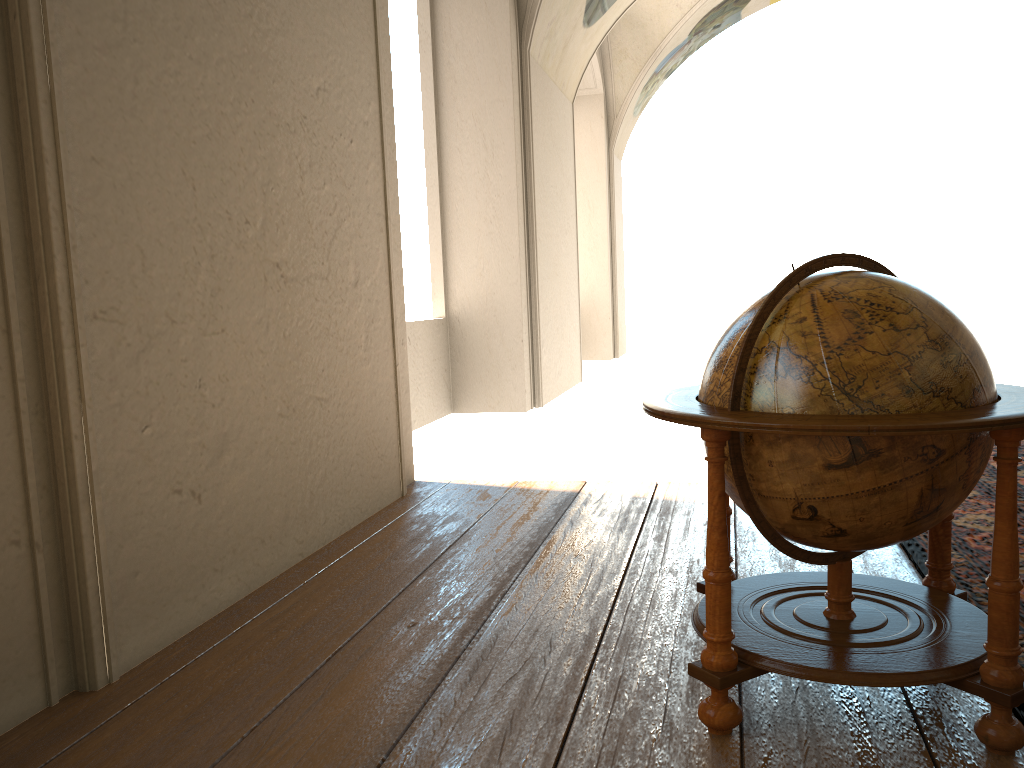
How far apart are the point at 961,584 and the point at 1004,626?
1.5m

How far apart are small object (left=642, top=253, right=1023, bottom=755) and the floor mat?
0.2 meters

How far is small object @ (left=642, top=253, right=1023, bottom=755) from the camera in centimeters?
246cm

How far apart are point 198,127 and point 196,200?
0.3m

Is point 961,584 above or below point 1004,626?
below

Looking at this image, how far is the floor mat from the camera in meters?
3.8 m

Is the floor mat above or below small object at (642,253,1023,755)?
below

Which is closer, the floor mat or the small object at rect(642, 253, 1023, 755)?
the small object at rect(642, 253, 1023, 755)

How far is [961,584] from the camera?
3.8m
